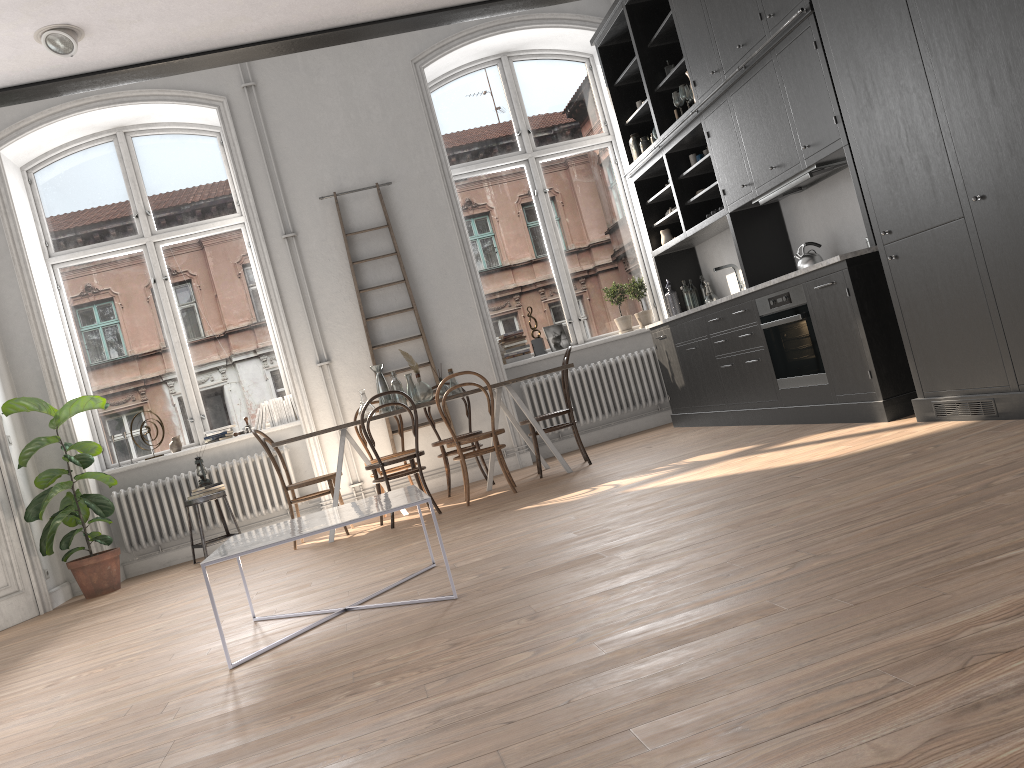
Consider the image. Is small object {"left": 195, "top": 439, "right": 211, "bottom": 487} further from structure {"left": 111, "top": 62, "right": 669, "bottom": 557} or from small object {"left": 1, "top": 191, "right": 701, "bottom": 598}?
small object {"left": 1, "top": 191, "right": 701, "bottom": 598}

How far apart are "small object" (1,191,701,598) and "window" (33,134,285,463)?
0.63m

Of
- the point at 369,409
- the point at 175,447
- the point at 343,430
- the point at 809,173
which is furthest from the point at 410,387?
the point at 809,173

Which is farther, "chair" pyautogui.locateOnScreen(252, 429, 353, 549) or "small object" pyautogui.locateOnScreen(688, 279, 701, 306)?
"small object" pyautogui.locateOnScreen(688, 279, 701, 306)

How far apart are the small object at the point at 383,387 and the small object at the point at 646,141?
3.0m

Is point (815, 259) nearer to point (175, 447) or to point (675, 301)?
point (675, 301)

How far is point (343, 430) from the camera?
6.3m

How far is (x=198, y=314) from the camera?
8.1 meters

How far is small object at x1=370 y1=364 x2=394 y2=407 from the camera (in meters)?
6.85

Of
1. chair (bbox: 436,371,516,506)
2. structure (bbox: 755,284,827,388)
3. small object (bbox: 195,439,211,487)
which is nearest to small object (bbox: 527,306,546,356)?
chair (bbox: 436,371,516,506)
